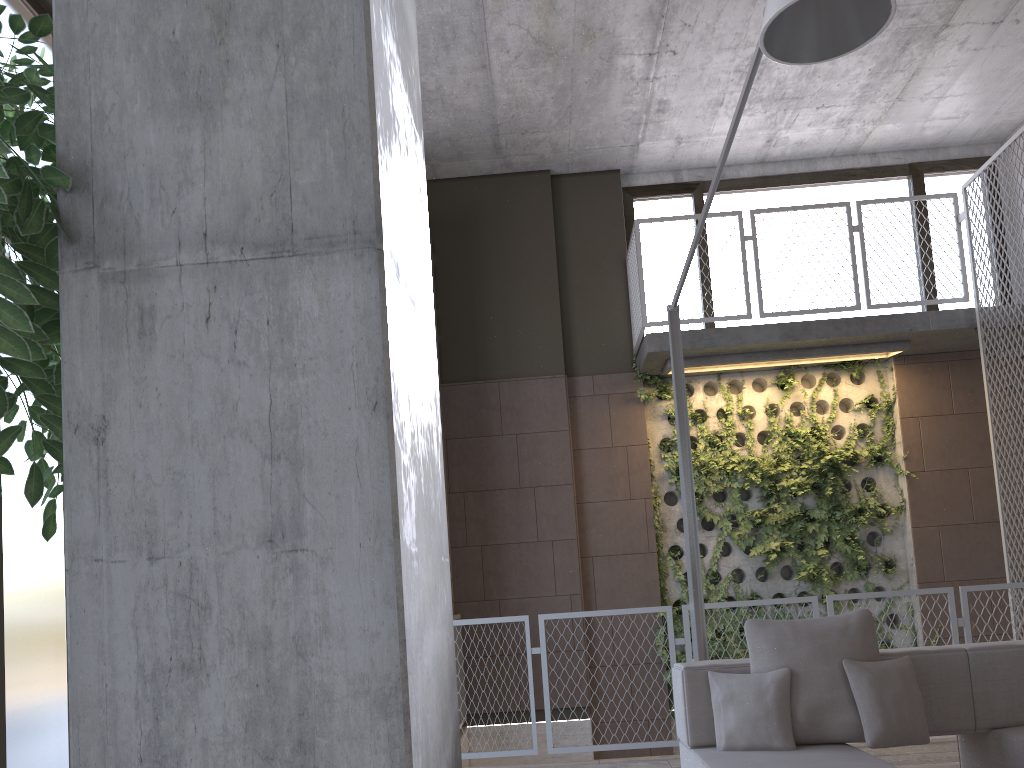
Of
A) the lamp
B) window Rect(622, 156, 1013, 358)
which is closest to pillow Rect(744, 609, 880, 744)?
the lamp

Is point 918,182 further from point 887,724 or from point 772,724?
point 772,724

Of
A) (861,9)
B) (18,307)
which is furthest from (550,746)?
(18,307)

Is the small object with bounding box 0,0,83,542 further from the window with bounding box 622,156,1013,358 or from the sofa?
the window with bounding box 622,156,1013,358

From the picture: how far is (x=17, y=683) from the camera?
3.8 meters

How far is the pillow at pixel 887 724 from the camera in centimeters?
338cm

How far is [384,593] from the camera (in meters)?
1.01

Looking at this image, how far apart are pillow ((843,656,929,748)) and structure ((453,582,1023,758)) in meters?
2.2 m

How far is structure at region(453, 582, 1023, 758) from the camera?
5.6 meters

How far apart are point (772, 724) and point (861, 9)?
2.7 meters
